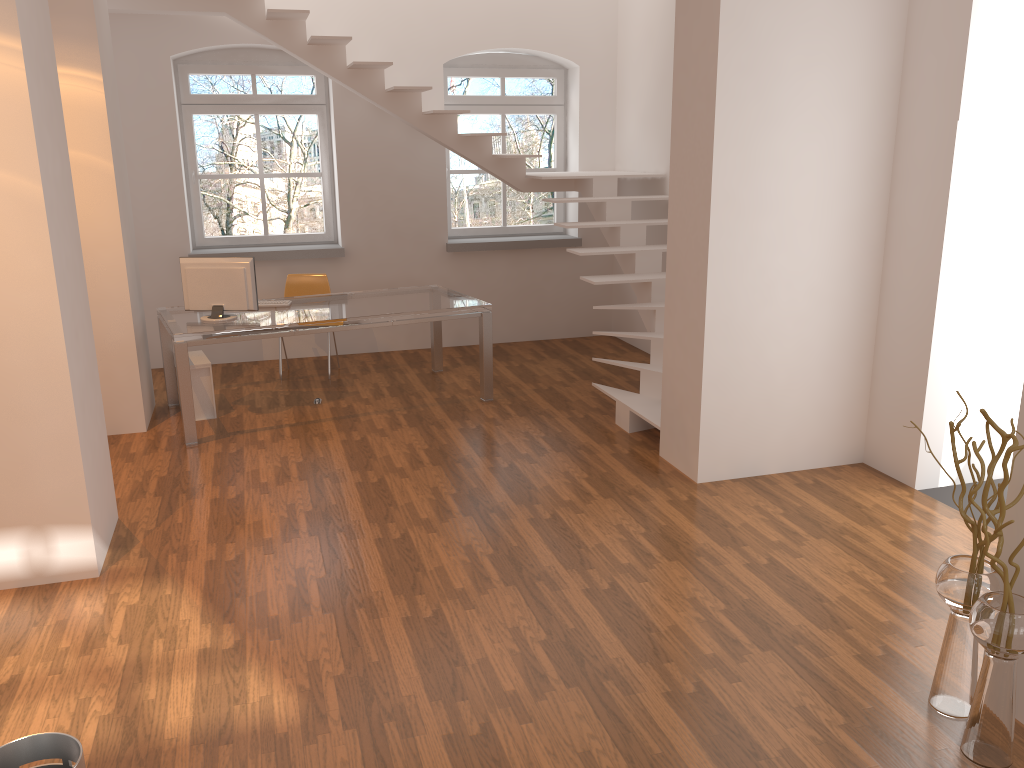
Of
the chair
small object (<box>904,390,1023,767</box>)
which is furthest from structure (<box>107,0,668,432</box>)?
small object (<box>904,390,1023,767</box>)

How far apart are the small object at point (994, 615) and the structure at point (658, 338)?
2.7m

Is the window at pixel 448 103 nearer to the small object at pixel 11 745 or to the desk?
the desk

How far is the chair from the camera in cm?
762

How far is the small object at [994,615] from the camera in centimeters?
265cm

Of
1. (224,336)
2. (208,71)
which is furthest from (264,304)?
(208,71)

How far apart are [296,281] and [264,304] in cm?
111

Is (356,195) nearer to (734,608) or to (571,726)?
(734,608)

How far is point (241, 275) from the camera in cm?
607

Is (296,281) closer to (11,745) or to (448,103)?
(448,103)
